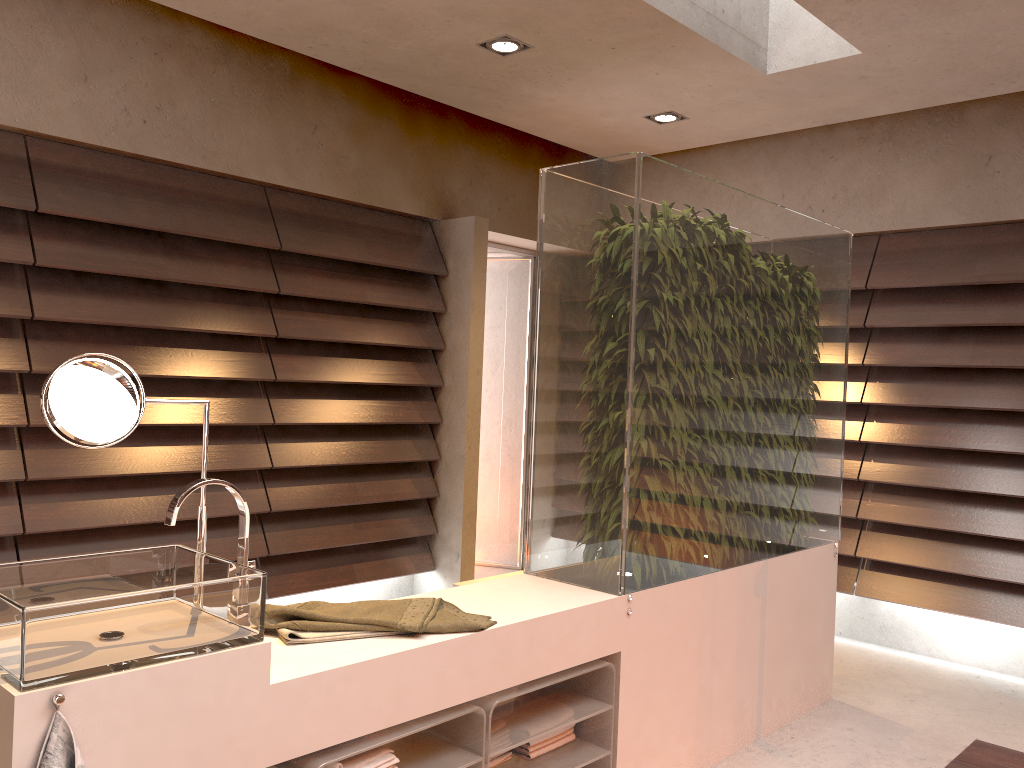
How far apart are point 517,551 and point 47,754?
4.37m

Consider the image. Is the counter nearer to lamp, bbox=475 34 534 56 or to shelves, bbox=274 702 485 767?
shelves, bbox=274 702 485 767

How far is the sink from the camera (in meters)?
1.33

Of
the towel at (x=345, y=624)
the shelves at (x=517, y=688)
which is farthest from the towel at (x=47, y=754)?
the shelves at (x=517, y=688)

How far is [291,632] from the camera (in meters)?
1.85

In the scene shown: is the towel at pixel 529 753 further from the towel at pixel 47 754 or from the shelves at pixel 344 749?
the towel at pixel 47 754

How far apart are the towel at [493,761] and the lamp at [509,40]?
2.6 meters

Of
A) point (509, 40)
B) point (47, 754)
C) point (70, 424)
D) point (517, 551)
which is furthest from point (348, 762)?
point (517, 551)

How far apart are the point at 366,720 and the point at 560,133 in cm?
358

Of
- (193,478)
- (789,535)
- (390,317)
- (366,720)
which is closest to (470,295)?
(390,317)
